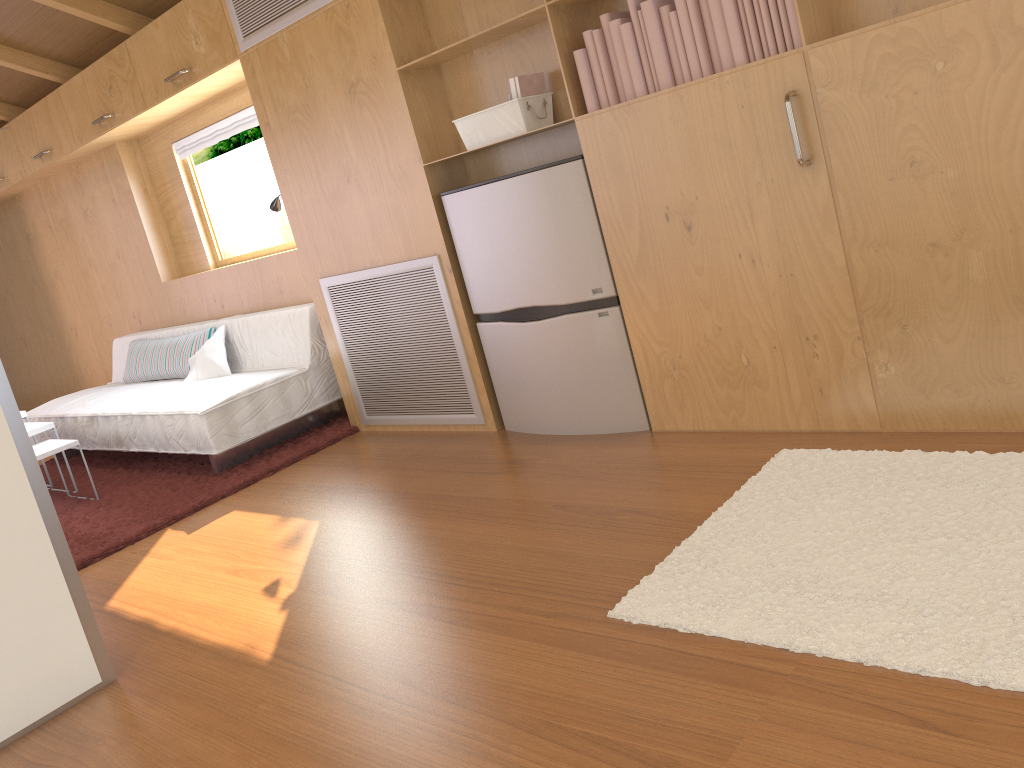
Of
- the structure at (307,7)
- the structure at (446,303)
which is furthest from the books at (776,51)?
the structure at (307,7)

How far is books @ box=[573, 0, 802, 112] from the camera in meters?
2.4 m

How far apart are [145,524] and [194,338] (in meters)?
1.62

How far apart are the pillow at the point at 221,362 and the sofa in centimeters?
4cm

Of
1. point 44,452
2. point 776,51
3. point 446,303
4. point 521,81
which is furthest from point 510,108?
point 44,452

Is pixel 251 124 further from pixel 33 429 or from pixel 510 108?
pixel 510 108

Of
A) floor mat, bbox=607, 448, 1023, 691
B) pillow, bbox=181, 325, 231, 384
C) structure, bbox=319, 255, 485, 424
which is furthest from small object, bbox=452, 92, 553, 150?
pillow, bbox=181, 325, 231, 384

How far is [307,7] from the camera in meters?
3.5

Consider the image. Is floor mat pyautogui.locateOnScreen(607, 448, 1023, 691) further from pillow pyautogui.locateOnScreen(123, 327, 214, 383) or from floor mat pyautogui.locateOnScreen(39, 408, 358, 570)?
pillow pyautogui.locateOnScreen(123, 327, 214, 383)

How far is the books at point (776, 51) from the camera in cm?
241
